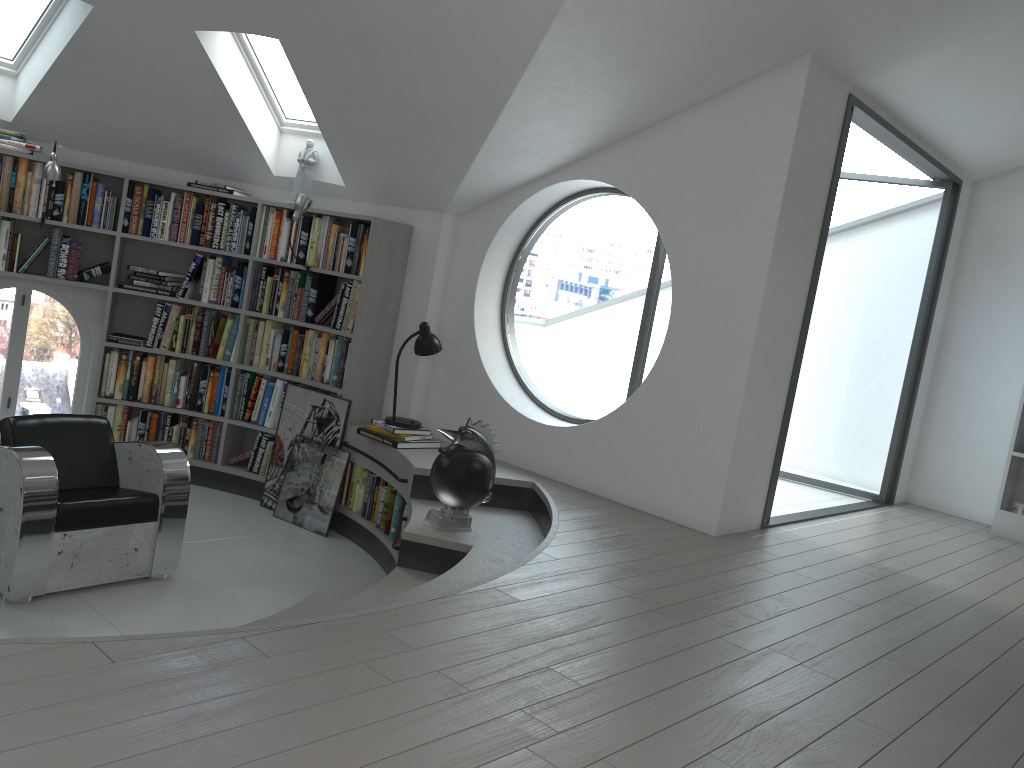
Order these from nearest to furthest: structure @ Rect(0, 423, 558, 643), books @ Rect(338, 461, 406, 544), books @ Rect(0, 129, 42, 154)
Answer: structure @ Rect(0, 423, 558, 643)
books @ Rect(338, 461, 406, 544)
books @ Rect(0, 129, 42, 154)

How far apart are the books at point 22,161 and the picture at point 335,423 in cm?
162

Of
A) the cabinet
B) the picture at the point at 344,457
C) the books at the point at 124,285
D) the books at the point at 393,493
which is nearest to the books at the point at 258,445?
the picture at the point at 344,457

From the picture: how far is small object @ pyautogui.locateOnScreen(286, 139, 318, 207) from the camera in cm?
604

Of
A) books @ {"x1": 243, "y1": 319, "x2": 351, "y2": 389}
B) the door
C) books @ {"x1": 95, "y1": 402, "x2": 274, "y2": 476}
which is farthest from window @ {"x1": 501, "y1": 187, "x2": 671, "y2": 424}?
the door

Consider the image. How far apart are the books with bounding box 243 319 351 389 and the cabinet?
4.5m

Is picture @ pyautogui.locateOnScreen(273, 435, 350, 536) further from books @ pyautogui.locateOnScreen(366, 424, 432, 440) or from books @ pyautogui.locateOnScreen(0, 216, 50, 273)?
books @ pyautogui.locateOnScreen(0, 216, 50, 273)

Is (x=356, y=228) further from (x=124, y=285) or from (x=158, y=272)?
(x=124, y=285)

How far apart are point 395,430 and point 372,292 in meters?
1.0 m

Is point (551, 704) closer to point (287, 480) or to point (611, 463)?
point (611, 463)
